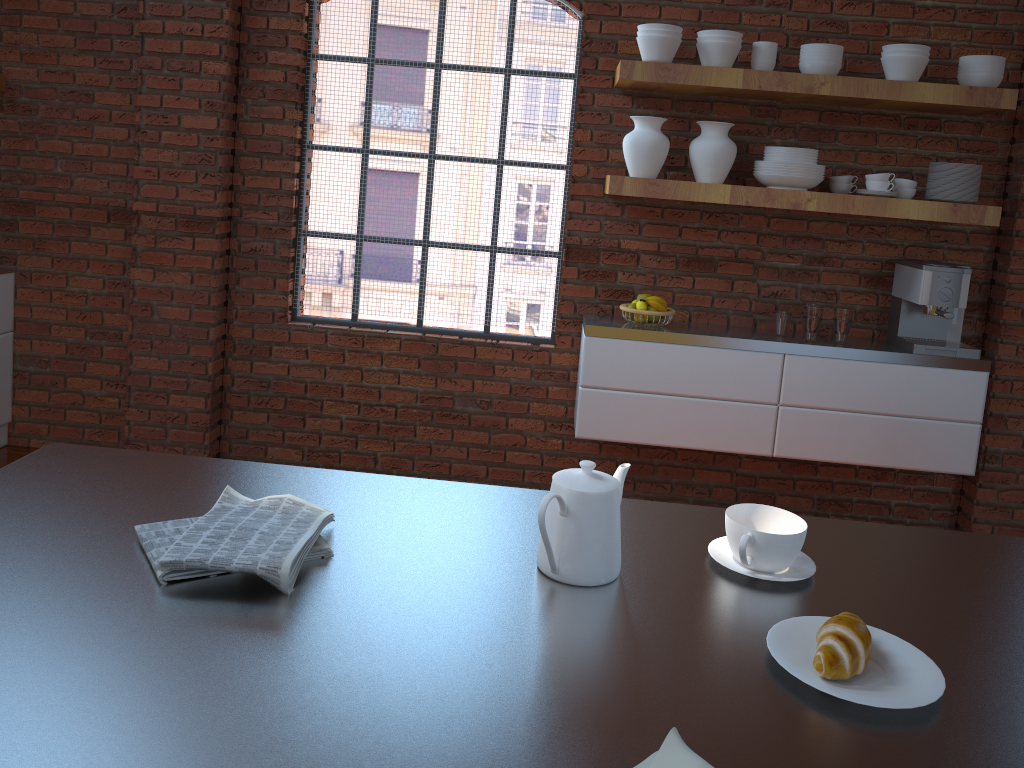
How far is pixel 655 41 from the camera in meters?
3.3

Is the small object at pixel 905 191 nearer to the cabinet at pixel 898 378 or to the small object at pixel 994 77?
the small object at pixel 994 77

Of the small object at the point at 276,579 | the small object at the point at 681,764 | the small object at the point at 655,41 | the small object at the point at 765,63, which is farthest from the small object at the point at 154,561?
the small object at the point at 765,63

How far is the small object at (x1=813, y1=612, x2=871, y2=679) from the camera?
1.01m

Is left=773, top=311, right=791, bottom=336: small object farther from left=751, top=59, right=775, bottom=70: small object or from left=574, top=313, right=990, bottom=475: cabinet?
left=751, top=59, right=775, bottom=70: small object

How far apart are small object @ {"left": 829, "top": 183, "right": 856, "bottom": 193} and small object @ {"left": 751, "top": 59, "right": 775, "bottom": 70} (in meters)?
0.56

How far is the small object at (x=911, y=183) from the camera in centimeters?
355cm

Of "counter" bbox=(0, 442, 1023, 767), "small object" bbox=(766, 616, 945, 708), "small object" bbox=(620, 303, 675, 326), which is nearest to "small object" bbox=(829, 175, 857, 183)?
"small object" bbox=(620, 303, 675, 326)

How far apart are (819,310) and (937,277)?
0.5m

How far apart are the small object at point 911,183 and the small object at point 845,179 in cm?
18
